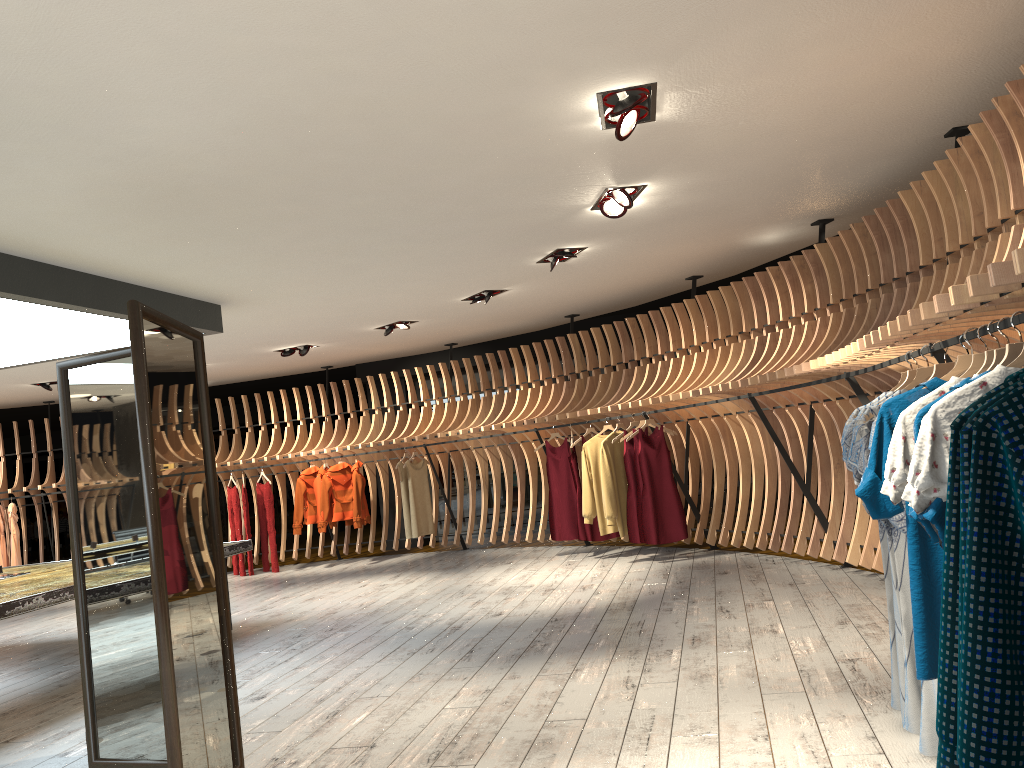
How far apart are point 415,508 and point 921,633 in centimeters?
885cm

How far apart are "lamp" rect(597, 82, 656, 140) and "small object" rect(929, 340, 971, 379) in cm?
172

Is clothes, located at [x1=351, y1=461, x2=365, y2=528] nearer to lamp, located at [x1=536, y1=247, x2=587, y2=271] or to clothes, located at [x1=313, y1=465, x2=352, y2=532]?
clothes, located at [x1=313, y1=465, x2=352, y2=532]

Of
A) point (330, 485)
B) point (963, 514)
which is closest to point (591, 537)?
point (330, 485)

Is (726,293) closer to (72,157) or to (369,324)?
(369,324)

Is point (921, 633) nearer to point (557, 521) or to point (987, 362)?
point (987, 362)

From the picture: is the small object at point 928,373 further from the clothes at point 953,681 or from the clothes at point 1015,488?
the clothes at point 1015,488

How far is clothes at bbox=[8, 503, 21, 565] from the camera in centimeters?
1169cm

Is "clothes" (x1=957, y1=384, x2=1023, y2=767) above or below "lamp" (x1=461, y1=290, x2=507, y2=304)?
below

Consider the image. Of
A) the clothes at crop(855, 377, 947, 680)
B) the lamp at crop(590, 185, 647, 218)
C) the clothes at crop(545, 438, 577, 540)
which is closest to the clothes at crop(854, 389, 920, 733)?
the clothes at crop(855, 377, 947, 680)
